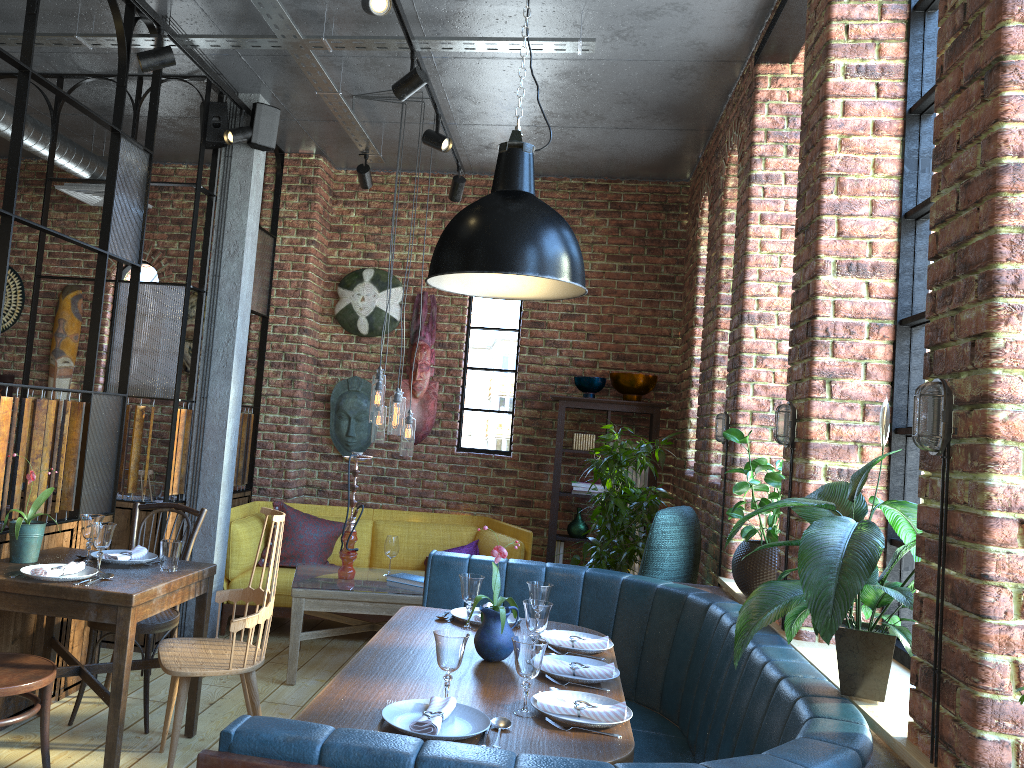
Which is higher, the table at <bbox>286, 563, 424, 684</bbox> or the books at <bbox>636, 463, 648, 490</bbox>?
the books at <bbox>636, 463, 648, 490</bbox>

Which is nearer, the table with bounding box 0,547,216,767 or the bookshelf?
the table with bounding box 0,547,216,767

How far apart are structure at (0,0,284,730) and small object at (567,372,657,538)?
2.25m

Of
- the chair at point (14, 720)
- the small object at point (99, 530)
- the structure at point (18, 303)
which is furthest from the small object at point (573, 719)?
→ the structure at point (18, 303)

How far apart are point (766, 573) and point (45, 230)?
3.19m

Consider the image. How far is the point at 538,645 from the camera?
2.3m

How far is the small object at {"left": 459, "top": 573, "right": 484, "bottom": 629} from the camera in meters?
3.2

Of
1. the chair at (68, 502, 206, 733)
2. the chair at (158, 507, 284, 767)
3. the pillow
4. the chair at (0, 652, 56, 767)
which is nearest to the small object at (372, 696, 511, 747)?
the chair at (158, 507, 284, 767)

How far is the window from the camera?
2.8 meters

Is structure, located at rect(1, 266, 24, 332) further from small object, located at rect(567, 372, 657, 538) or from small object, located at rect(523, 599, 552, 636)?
small object, located at rect(523, 599, 552, 636)
